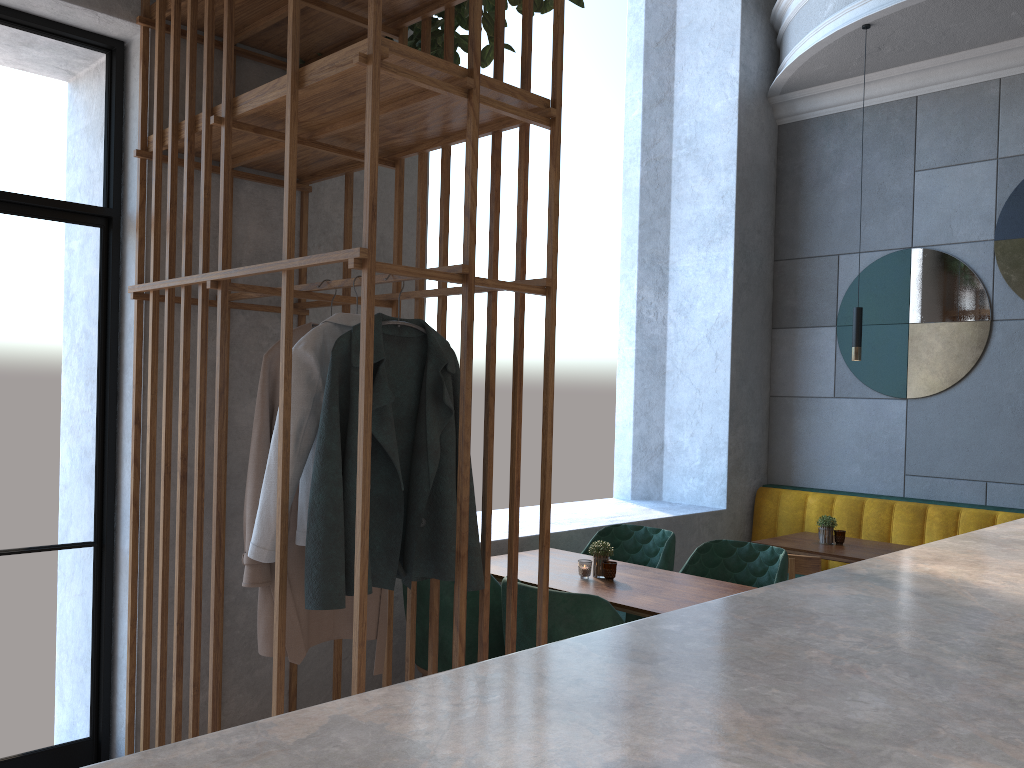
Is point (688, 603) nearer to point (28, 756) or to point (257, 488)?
point (257, 488)

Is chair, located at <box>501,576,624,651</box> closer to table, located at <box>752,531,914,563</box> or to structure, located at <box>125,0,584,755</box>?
structure, located at <box>125,0,584,755</box>

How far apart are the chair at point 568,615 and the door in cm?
145

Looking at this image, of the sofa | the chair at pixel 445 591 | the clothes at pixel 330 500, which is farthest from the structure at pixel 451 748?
the sofa

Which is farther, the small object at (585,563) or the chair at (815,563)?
the chair at (815,563)

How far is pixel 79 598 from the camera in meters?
3.4 m

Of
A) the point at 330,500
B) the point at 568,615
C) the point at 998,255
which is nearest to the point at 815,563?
Answer: the point at 568,615

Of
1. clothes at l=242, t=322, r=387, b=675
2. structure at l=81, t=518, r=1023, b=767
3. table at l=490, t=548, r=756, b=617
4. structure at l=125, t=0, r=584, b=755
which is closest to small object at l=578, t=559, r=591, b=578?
table at l=490, t=548, r=756, b=617

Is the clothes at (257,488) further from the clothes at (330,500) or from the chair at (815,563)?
the chair at (815,563)

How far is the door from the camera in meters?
3.0
